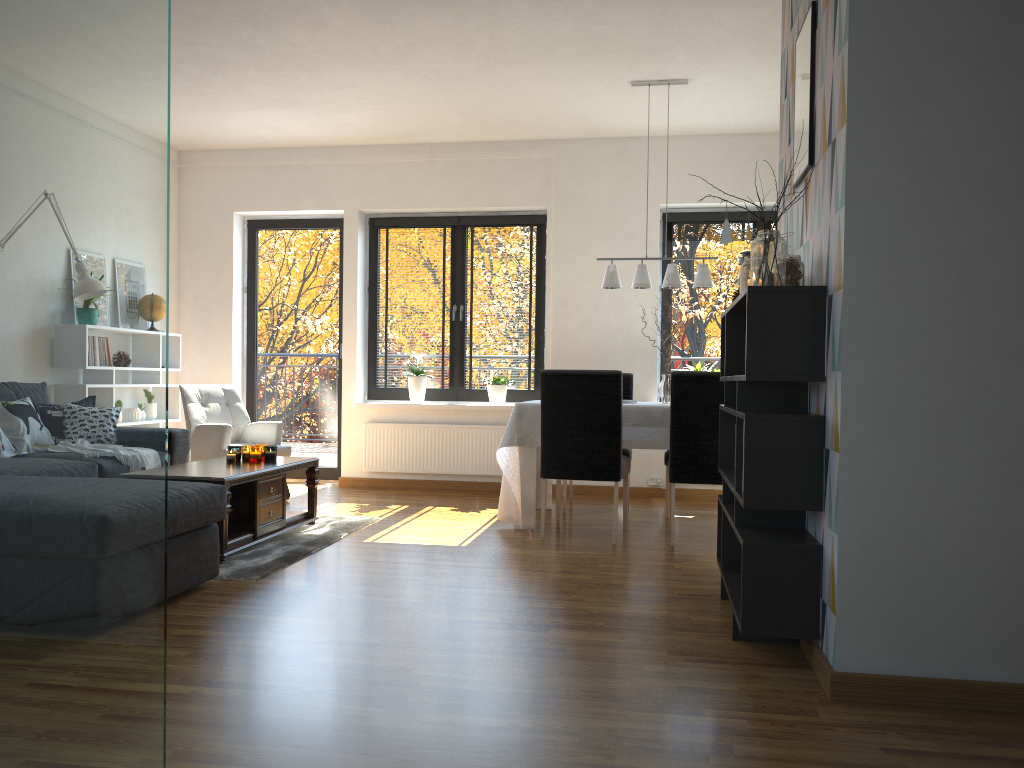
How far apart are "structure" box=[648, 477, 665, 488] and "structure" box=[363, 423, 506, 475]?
1.2 meters

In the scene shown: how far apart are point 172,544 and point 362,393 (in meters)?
4.01

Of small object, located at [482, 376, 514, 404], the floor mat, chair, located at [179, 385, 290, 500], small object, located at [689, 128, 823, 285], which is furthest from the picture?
chair, located at [179, 385, 290, 500]

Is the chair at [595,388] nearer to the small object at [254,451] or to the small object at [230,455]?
the small object at [254,451]

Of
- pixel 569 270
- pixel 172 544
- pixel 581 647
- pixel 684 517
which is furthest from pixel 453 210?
pixel 581 647

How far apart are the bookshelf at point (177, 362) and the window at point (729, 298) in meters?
3.9

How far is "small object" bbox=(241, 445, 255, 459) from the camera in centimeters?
503cm

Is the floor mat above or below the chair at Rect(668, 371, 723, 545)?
below

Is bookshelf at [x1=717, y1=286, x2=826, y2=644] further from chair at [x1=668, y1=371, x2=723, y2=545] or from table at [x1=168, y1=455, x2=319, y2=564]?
table at [x1=168, y1=455, x2=319, y2=564]

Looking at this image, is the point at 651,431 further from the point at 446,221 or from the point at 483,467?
the point at 446,221
